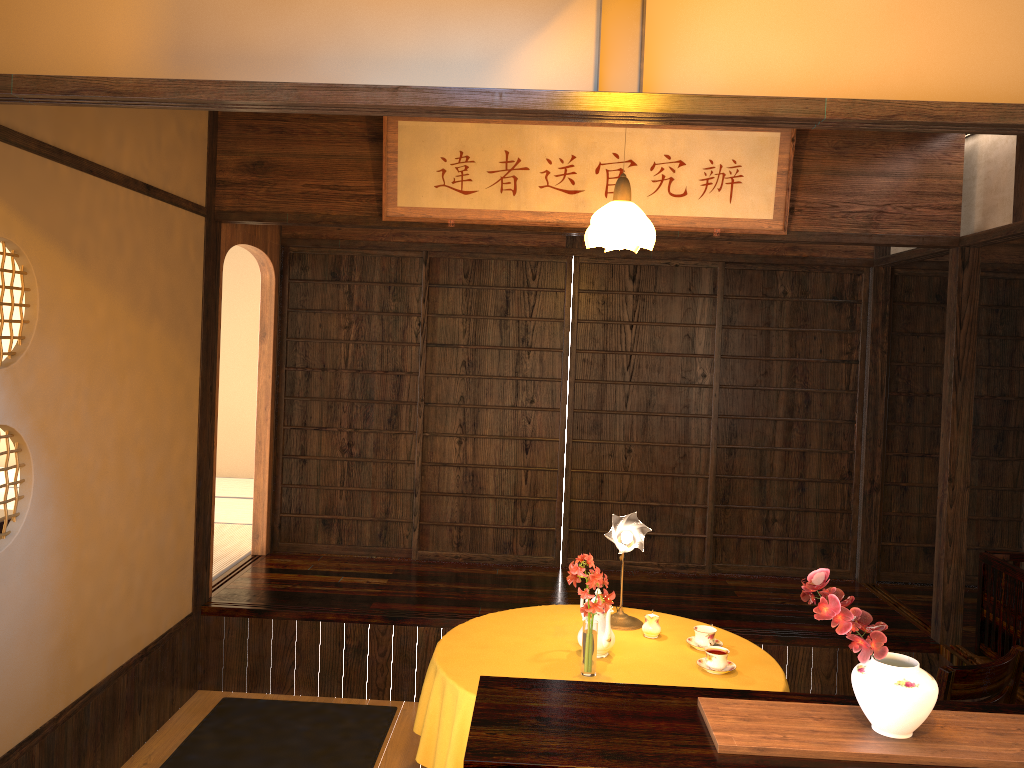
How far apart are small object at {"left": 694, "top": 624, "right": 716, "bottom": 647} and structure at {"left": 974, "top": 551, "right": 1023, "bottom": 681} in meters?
1.5 m

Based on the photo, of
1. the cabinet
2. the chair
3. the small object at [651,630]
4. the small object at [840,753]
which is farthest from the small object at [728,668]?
the small object at [840,753]

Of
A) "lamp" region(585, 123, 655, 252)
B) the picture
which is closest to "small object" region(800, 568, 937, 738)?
"lamp" region(585, 123, 655, 252)

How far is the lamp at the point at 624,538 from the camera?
3.62m

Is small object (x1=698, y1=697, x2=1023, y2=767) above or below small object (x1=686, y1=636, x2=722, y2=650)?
above

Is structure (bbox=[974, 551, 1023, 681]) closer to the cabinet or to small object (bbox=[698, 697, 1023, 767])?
the cabinet

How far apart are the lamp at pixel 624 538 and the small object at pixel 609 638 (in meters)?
0.27

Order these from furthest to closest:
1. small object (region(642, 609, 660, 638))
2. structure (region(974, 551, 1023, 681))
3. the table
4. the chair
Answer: structure (region(974, 551, 1023, 681)) < small object (region(642, 609, 660, 638)) < the table < the chair

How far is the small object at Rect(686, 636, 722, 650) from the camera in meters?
3.6

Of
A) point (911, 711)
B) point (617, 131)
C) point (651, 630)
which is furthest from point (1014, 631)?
point (617, 131)
